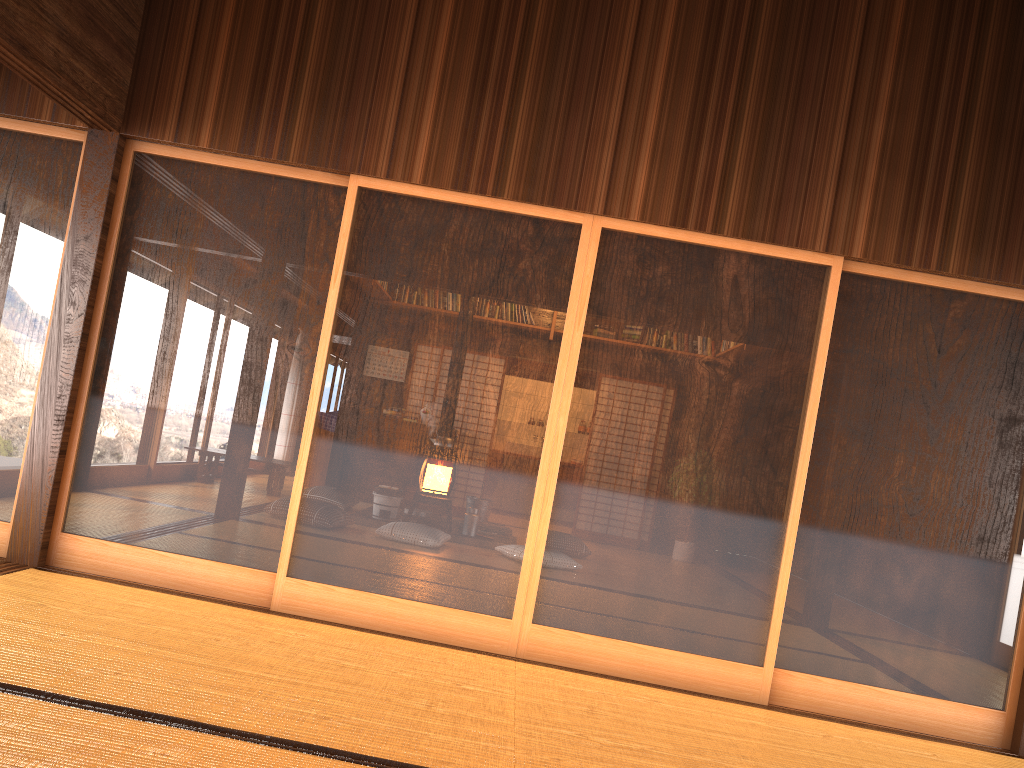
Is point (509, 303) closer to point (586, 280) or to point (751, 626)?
point (586, 280)

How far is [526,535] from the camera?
4.0m

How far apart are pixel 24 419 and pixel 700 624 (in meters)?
3.22

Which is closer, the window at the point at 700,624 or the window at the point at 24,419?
the window at the point at 700,624

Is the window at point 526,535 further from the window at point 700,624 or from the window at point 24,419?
the window at point 24,419

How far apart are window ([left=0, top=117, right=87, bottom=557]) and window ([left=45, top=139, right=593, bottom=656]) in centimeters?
21cm

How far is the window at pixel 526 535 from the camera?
3.98m

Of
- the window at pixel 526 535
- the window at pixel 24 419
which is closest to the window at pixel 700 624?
the window at pixel 526 535

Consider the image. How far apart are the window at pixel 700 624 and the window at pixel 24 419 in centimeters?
239cm

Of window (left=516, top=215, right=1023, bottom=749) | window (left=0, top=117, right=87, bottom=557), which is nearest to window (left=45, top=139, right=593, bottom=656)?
window (left=516, top=215, right=1023, bottom=749)
